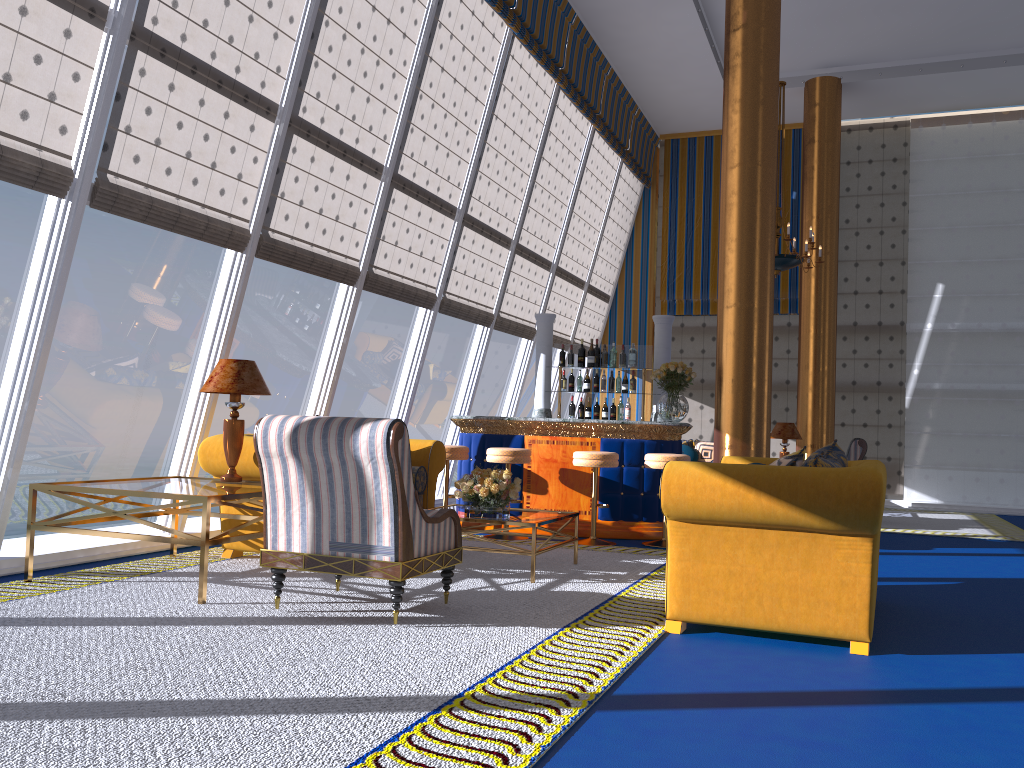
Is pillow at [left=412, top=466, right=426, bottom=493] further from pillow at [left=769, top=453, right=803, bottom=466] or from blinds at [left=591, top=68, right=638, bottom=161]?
blinds at [left=591, top=68, right=638, bottom=161]

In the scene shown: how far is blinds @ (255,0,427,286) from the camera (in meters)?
6.69

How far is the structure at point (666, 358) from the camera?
9.3 meters

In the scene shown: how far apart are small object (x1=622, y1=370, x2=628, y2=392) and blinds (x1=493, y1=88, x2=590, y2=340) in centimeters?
219cm

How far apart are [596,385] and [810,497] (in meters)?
5.37

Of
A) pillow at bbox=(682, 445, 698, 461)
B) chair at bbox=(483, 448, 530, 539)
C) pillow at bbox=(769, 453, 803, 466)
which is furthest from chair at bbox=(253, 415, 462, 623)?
pillow at bbox=(682, 445, 698, 461)

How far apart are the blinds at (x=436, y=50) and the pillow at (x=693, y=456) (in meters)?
4.82

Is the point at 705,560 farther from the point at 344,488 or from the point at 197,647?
the point at 197,647

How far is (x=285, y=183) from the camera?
6.7m

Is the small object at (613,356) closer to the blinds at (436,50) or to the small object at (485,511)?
the blinds at (436,50)
